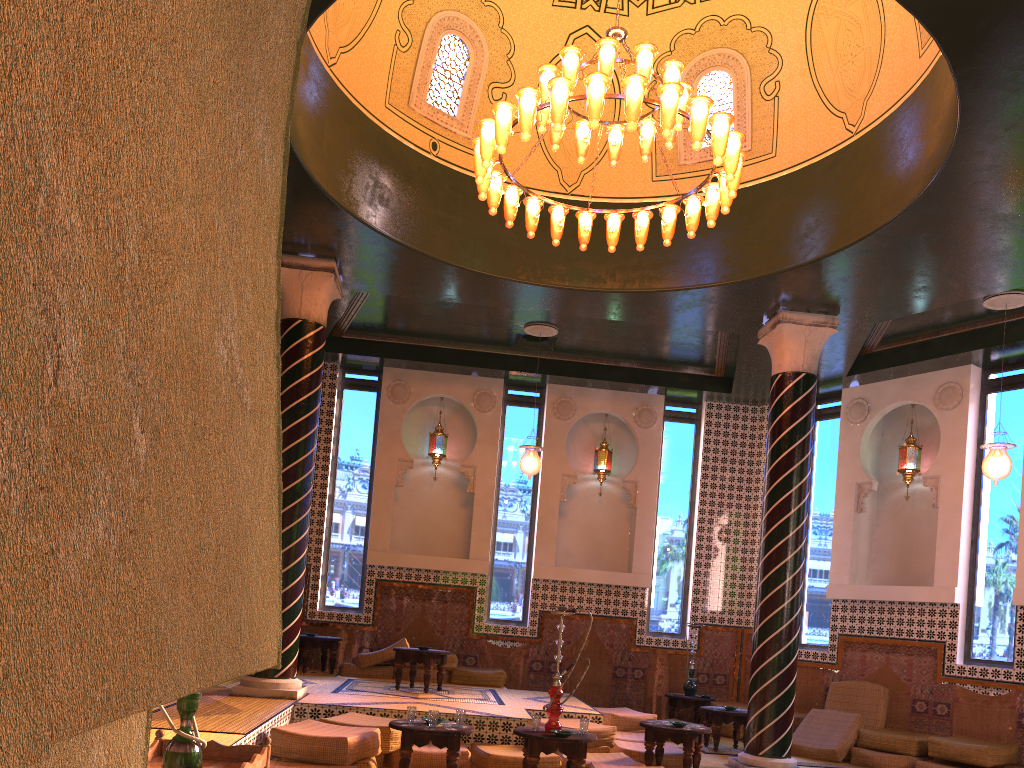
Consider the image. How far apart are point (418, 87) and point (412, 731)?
7.2m

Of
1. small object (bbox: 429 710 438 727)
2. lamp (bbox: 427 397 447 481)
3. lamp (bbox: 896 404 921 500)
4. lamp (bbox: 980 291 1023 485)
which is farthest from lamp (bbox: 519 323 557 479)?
lamp (bbox: 980 291 1023 485)

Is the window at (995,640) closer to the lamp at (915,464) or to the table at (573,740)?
the lamp at (915,464)

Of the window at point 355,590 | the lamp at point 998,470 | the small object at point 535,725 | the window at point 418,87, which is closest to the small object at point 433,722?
the small object at point 535,725

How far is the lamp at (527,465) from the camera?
12.9 meters

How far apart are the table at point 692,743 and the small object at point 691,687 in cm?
432

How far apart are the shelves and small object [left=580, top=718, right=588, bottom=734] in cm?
406

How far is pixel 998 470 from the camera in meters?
10.4 m

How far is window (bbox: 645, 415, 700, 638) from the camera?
15.0m

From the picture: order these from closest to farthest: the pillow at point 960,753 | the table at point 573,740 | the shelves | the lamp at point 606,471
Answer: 1. the shelves
2. the table at point 573,740
3. the pillow at point 960,753
4. the lamp at point 606,471
